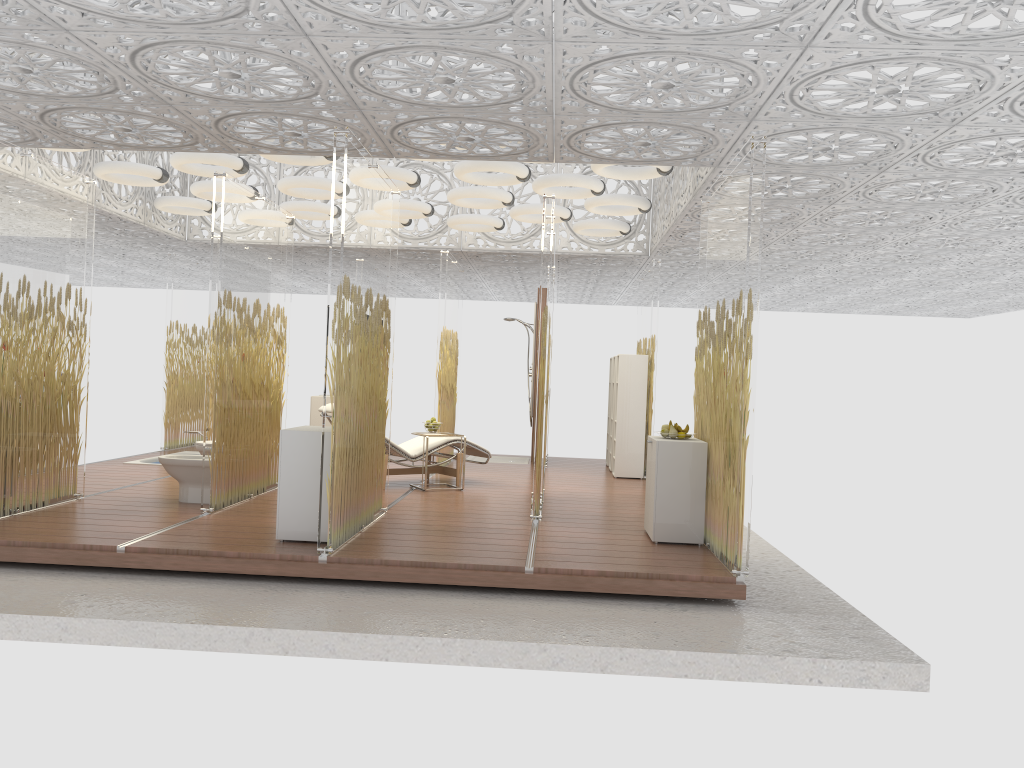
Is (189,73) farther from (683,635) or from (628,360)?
(628,360)

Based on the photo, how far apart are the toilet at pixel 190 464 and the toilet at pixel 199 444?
0.47m

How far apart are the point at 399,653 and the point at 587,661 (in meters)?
0.92

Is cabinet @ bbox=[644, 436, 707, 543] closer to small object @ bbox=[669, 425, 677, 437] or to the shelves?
small object @ bbox=[669, 425, 677, 437]

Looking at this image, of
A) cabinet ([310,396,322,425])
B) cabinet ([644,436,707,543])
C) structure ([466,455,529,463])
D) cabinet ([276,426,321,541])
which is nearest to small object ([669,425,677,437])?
cabinet ([644,436,707,543])

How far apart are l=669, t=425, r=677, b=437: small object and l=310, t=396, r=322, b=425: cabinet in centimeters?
643cm

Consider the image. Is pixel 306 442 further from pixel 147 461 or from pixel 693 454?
pixel 147 461

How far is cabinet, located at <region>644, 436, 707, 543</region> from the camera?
6.2 meters

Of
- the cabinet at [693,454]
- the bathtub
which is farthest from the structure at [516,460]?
the cabinet at [693,454]

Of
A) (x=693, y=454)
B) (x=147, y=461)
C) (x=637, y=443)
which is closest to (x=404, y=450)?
(x=637, y=443)
